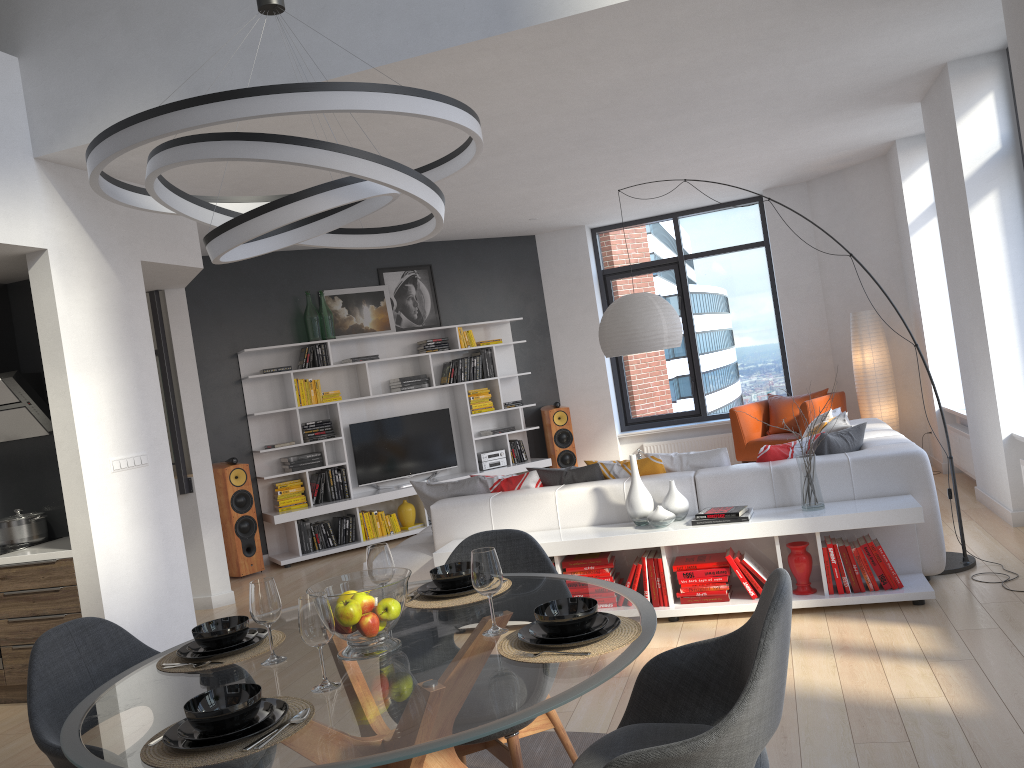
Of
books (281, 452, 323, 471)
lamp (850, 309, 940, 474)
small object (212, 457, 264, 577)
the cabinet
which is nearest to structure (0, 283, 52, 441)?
the cabinet

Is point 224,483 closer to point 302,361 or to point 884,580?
point 302,361

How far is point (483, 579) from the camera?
2.3m

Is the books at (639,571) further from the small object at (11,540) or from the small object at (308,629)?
the small object at (11,540)

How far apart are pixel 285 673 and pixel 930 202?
7.38m

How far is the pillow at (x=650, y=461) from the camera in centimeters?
534cm

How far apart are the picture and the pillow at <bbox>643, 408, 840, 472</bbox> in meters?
4.4 m

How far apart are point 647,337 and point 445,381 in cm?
358

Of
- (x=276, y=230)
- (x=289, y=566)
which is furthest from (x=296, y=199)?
(x=289, y=566)

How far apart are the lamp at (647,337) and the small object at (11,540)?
3.8m
